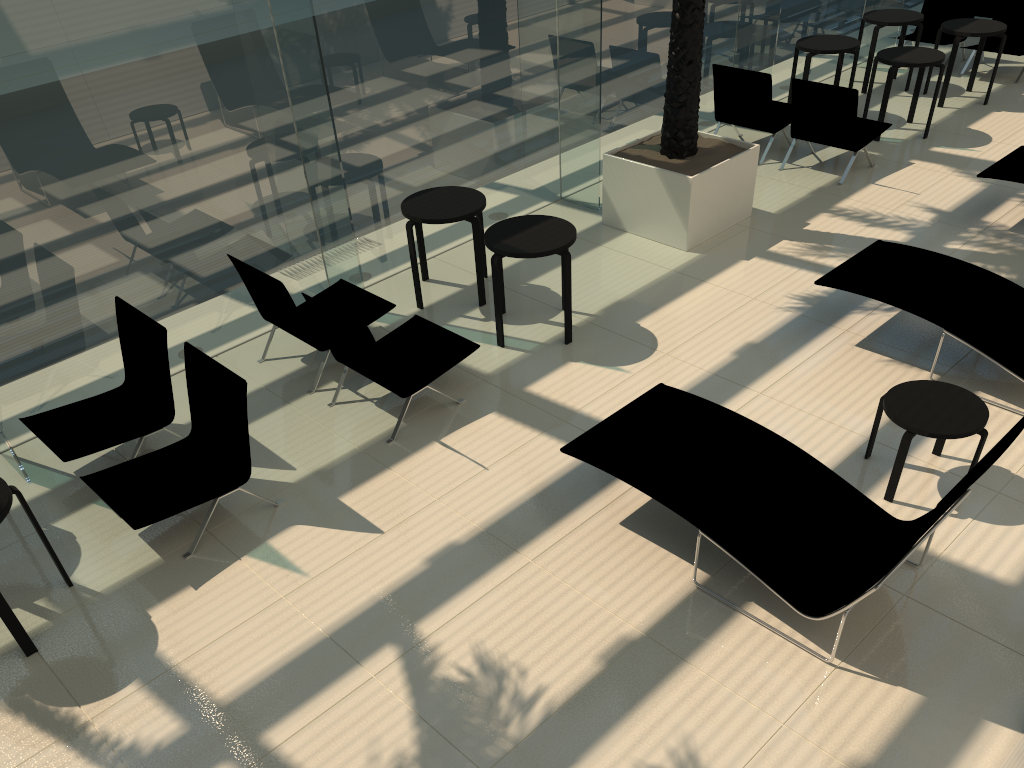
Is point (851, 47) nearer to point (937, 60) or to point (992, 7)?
point (937, 60)

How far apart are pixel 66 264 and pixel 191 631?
2.9m

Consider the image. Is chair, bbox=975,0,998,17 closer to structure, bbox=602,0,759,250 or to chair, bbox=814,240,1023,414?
structure, bbox=602,0,759,250

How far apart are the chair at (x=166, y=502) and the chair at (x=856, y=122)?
6.7 meters

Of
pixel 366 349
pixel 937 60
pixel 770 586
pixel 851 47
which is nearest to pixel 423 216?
pixel 366 349

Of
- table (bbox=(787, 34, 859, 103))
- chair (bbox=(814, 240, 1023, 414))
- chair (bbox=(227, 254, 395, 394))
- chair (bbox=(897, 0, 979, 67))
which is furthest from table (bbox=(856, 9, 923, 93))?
chair (bbox=(227, 254, 395, 394))

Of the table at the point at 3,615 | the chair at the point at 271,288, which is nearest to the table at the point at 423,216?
the chair at the point at 271,288

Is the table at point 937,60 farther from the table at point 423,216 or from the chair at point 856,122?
the table at point 423,216

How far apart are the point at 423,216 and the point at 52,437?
3.2 meters

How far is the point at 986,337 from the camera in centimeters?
586cm
